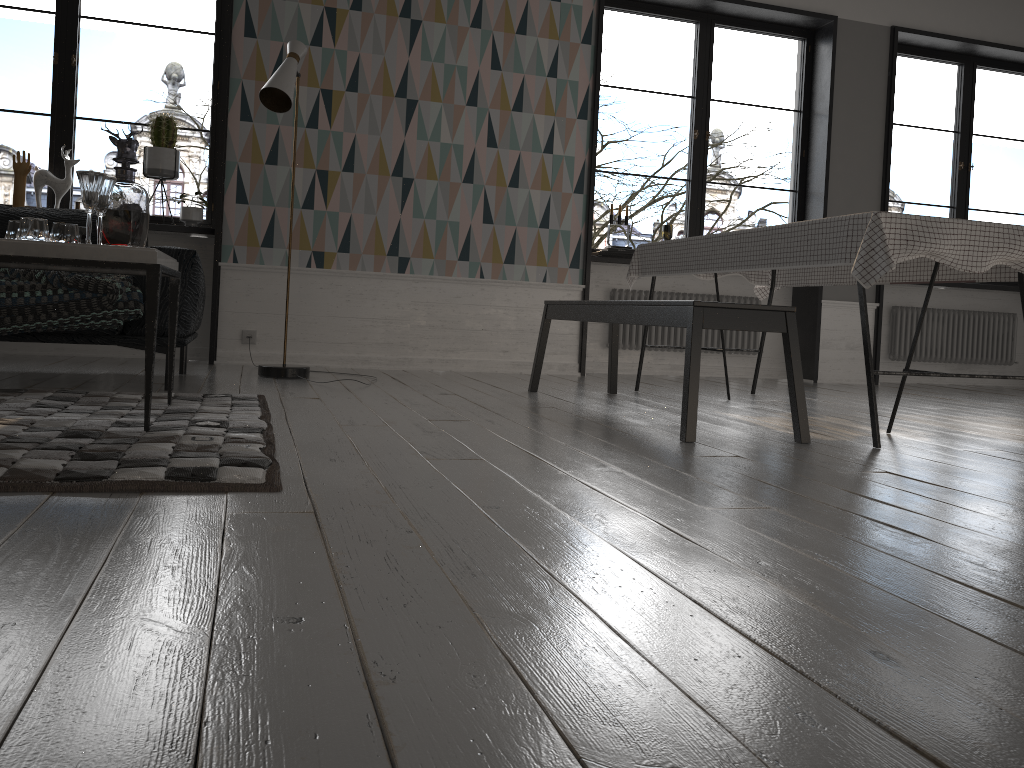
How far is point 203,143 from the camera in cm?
3378

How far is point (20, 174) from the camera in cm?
489

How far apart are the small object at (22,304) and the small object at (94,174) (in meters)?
0.81

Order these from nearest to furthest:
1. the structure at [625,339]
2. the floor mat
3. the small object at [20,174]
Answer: the floor mat, the small object at [20,174], the structure at [625,339]

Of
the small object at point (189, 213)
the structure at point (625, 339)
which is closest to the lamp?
the small object at point (189, 213)

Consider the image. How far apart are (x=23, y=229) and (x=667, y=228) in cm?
430

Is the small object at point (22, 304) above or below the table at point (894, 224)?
below

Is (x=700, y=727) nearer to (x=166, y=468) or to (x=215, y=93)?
(x=166, y=468)

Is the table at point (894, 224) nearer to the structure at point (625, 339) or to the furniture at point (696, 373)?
the furniture at point (696, 373)

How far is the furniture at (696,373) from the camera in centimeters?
287cm
